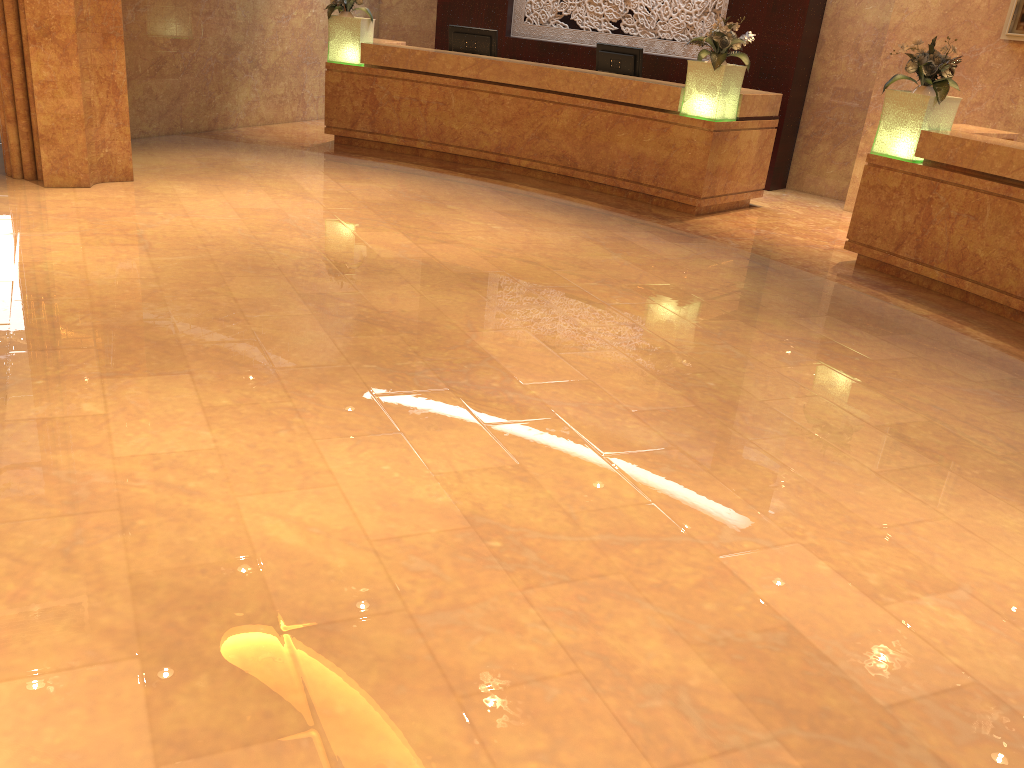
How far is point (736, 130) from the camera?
8.6 meters

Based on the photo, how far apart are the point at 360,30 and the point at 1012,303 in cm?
720

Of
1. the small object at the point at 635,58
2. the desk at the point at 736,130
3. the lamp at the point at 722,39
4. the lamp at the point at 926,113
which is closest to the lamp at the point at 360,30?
the desk at the point at 736,130

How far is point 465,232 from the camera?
7.15m

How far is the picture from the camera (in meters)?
8.00

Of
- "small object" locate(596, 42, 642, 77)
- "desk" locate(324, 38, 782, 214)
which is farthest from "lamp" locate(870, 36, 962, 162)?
"small object" locate(596, 42, 642, 77)

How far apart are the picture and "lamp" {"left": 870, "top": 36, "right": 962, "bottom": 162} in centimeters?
181cm

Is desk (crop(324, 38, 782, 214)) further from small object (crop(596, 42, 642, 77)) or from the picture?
the picture

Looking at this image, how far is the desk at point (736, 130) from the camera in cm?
858

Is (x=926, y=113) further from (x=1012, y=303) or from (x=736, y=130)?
(x=736, y=130)
